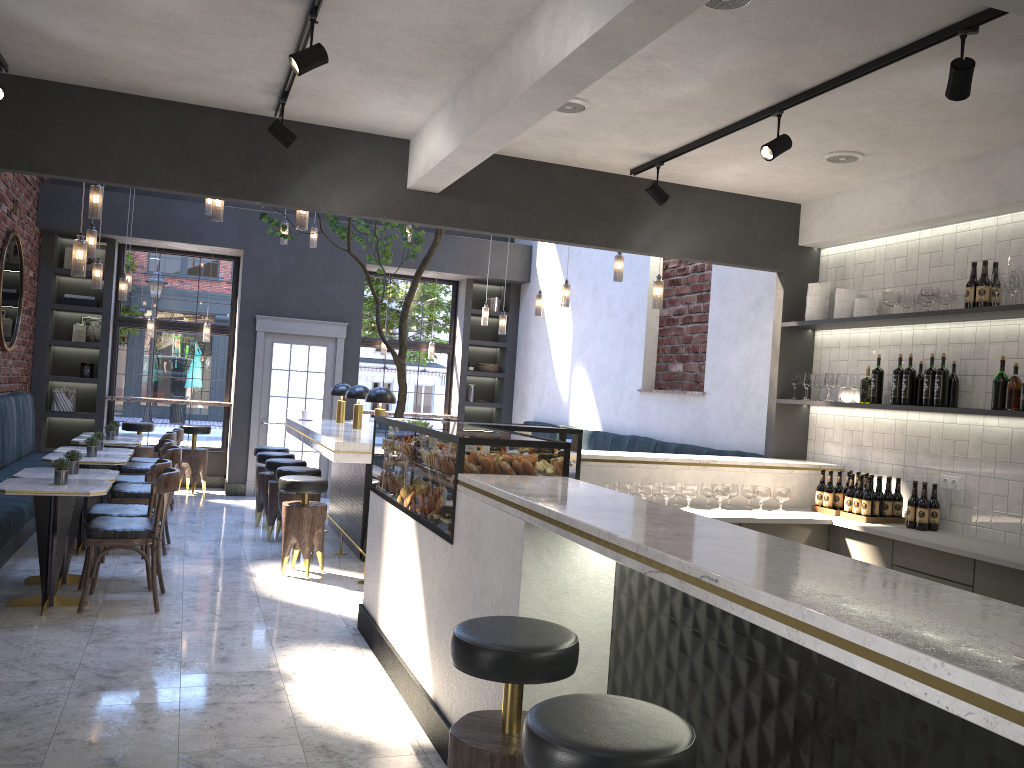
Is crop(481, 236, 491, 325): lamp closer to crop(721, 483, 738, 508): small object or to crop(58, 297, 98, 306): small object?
crop(58, 297, 98, 306): small object

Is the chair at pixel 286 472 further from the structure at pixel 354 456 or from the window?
the window

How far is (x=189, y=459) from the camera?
10.7m

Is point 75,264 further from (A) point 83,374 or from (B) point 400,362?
(A) point 83,374

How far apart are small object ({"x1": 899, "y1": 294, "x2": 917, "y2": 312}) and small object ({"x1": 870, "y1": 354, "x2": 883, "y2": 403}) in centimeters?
42cm

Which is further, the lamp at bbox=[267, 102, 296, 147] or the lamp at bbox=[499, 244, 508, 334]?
the lamp at bbox=[499, 244, 508, 334]

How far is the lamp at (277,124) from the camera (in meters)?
4.66

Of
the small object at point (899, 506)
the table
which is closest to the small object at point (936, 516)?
the small object at point (899, 506)

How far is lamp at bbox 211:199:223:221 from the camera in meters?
6.4 m

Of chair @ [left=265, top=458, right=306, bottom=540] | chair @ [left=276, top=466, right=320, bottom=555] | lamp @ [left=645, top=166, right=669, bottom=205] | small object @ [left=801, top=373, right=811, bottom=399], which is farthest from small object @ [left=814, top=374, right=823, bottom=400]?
chair @ [left=265, top=458, right=306, bottom=540]
